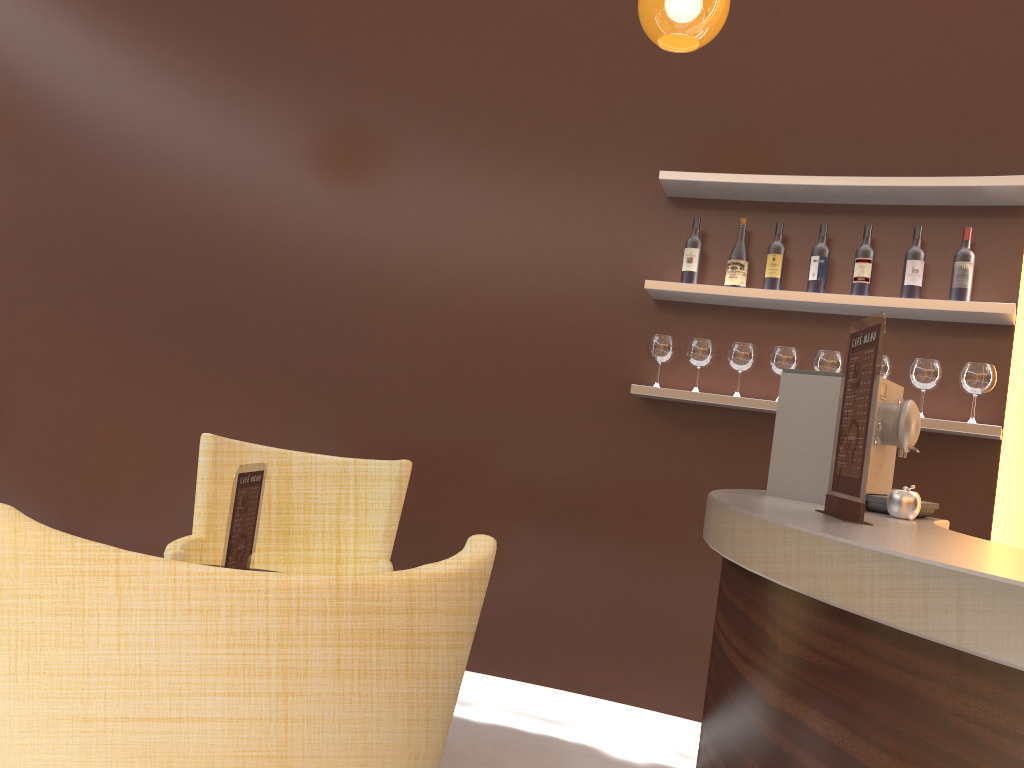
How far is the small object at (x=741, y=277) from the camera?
3.5m

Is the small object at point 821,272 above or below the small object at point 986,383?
above

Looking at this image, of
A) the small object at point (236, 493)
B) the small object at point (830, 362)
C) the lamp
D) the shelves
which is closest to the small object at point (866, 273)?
the shelves

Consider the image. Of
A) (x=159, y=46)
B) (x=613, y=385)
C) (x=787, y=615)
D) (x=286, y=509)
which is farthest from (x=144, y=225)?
(x=787, y=615)

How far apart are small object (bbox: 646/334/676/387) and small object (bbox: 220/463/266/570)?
1.8m

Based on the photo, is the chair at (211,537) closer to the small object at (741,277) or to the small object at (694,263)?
the small object at (694,263)

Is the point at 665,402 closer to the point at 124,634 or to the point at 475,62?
the point at 475,62

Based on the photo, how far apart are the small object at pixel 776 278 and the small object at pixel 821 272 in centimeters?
12cm

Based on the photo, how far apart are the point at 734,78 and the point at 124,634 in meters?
3.4

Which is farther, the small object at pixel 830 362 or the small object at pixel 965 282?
the small object at pixel 830 362
